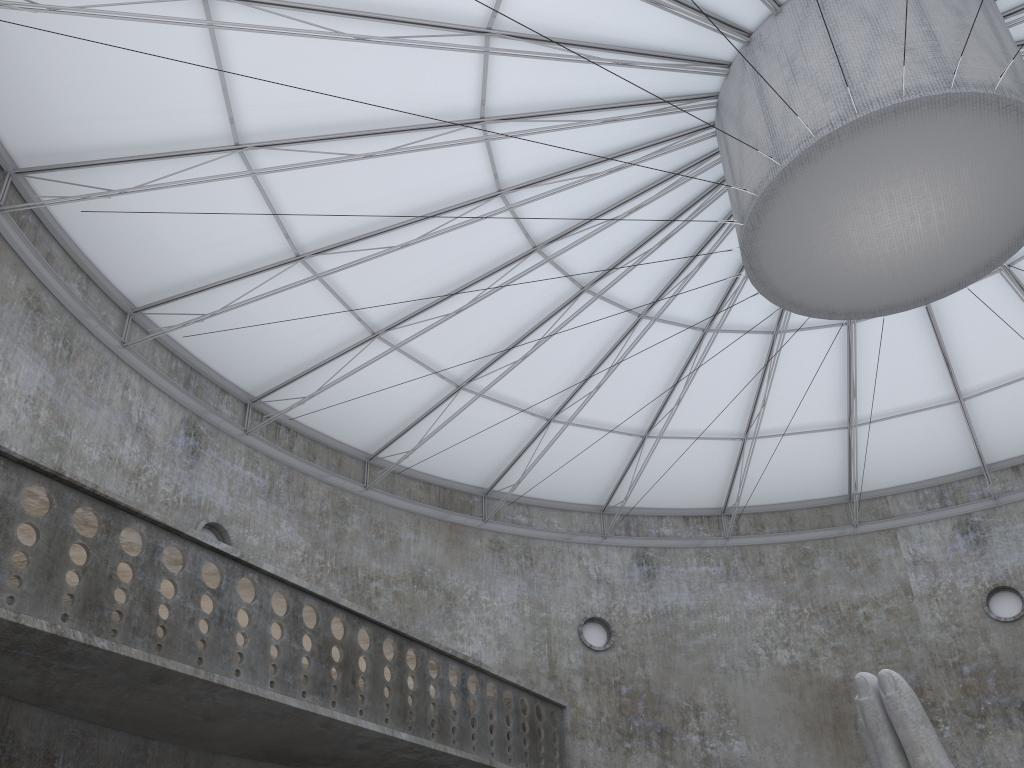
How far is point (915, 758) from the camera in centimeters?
1362cm

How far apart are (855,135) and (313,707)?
17.82m

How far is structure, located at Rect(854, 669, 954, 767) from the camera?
13.6 meters
